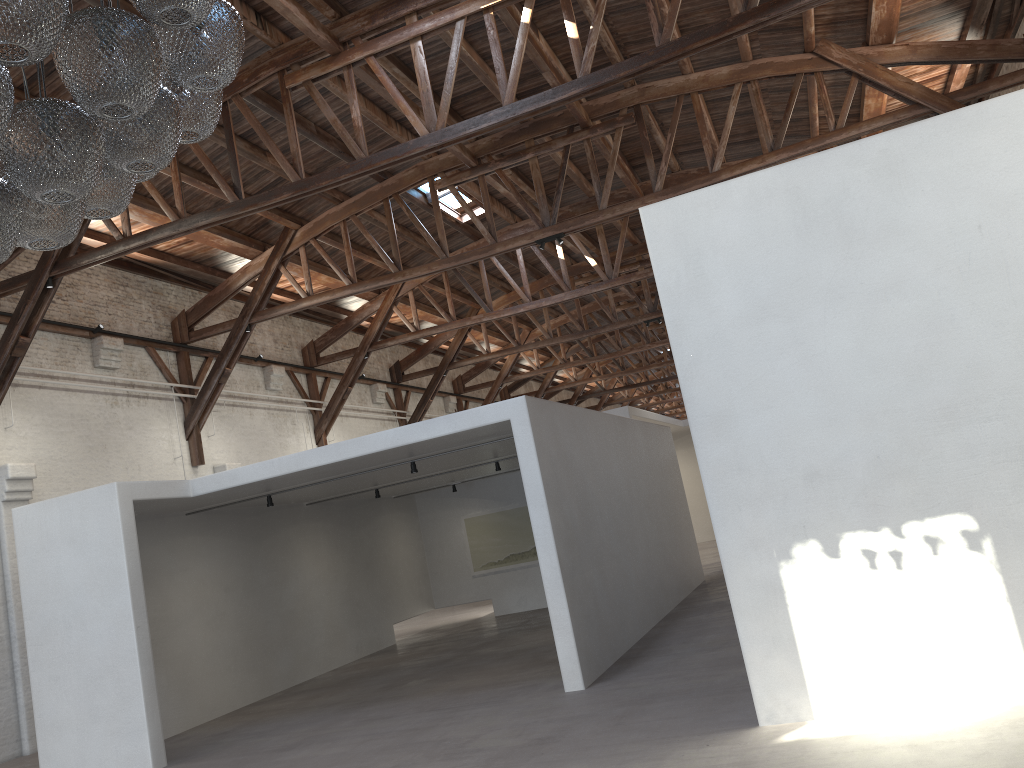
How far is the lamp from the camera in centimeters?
293cm

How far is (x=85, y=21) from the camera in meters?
2.9

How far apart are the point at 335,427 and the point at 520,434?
11.10m

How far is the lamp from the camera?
2.93m
